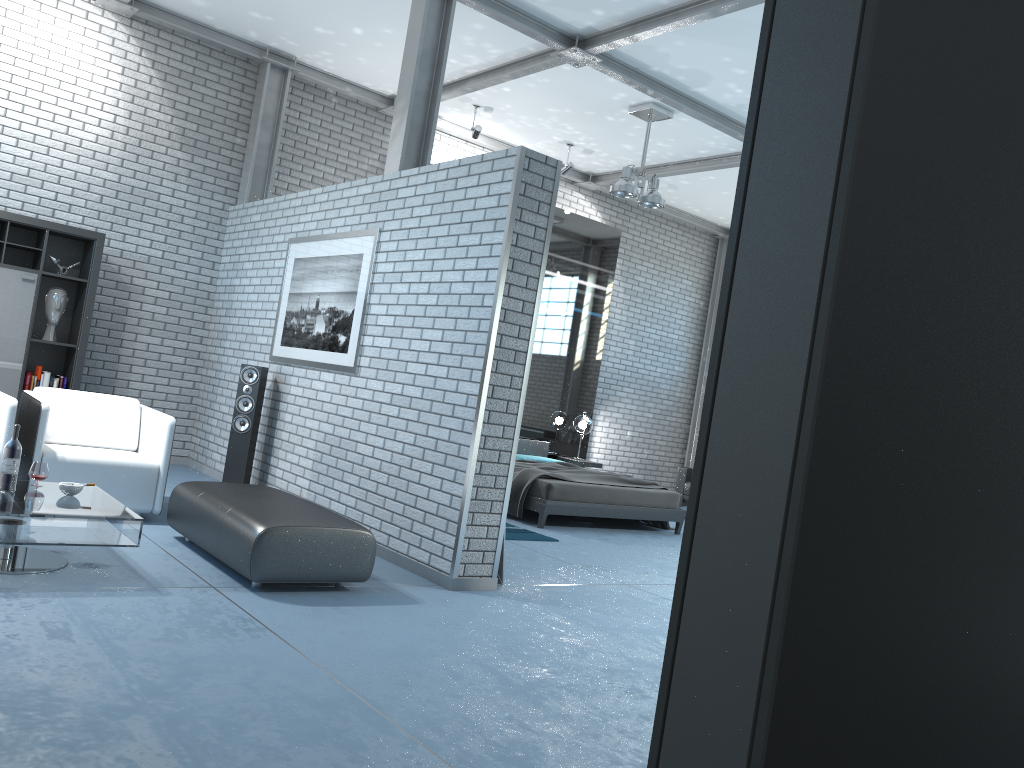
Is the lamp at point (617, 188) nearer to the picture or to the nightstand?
the picture

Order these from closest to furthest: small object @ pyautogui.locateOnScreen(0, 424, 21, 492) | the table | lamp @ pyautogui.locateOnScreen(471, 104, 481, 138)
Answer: the table
small object @ pyautogui.locateOnScreen(0, 424, 21, 492)
lamp @ pyautogui.locateOnScreen(471, 104, 481, 138)

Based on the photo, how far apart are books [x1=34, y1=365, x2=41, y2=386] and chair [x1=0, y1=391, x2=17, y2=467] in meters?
2.1 m

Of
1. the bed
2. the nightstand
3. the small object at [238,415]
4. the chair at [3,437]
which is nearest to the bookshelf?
the small object at [238,415]

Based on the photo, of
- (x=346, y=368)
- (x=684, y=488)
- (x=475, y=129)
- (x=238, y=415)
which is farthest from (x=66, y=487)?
(x=684, y=488)

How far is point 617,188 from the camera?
8.1m

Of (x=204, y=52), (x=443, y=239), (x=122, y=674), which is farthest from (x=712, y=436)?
(x=204, y=52)

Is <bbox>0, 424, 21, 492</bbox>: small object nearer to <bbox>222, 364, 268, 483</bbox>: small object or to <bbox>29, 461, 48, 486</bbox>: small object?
<bbox>29, 461, 48, 486</bbox>: small object

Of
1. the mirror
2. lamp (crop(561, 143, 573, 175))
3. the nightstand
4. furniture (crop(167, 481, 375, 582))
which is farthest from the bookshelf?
the nightstand

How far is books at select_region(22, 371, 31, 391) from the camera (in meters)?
7.06
